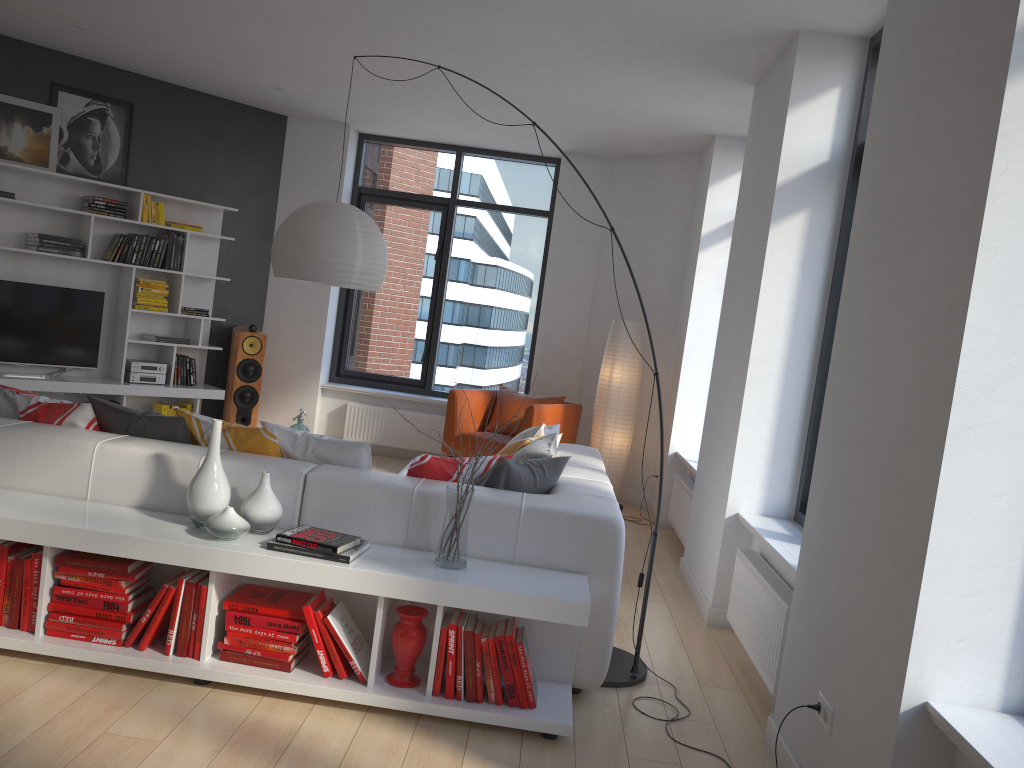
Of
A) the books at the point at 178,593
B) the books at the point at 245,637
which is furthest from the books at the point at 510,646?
the books at the point at 178,593

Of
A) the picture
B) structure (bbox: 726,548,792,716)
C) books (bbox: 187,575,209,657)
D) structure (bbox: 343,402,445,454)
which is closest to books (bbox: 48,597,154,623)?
books (bbox: 187,575,209,657)

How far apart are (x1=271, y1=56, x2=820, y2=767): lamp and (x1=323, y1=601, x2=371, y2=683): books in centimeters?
98cm

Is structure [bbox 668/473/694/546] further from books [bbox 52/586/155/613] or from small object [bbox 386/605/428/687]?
books [bbox 52/586/155/613]

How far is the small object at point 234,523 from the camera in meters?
3.1

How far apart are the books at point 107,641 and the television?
4.4m

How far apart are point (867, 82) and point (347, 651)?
3.5m

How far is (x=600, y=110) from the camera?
6.4m

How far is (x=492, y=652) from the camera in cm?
304

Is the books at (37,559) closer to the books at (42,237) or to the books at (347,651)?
the books at (347,651)
